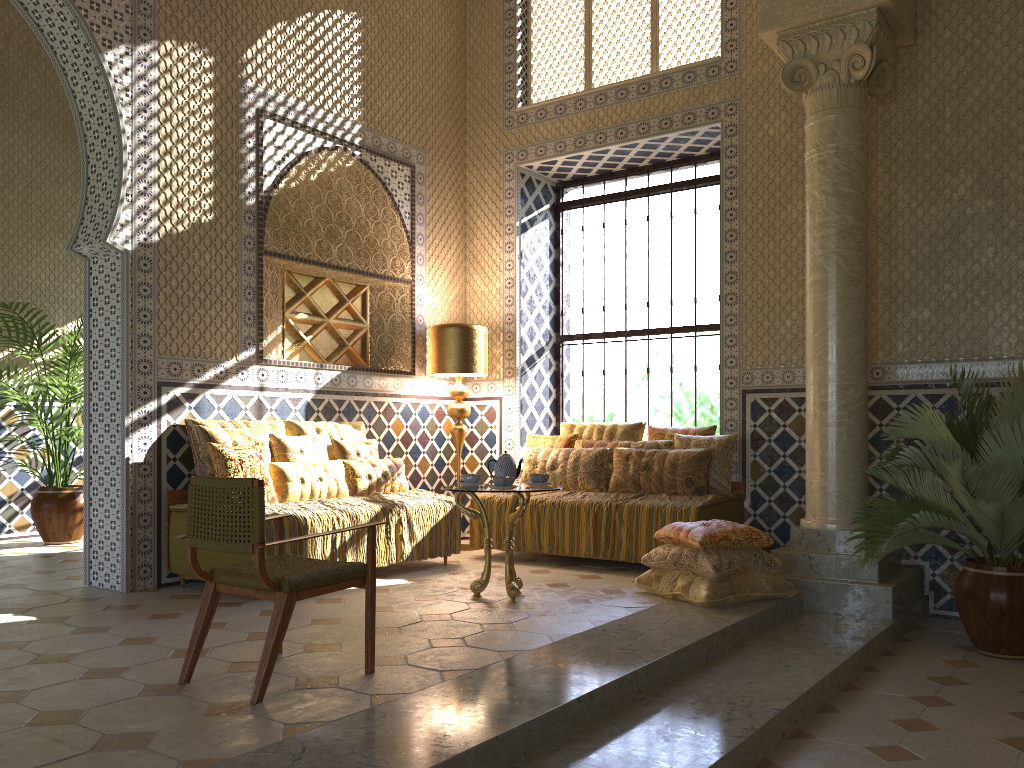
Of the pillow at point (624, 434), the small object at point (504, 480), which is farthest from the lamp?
the small object at point (504, 480)

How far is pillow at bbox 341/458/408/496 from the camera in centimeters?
931cm

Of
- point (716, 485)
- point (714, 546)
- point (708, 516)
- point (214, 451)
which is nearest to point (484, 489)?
point (714, 546)

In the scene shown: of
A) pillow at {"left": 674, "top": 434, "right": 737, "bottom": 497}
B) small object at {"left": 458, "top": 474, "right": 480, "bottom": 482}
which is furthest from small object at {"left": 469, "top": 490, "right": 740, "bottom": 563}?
small object at {"left": 458, "top": 474, "right": 480, "bottom": 482}

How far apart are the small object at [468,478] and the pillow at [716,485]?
2.9m

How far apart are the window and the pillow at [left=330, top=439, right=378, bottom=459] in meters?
3.3

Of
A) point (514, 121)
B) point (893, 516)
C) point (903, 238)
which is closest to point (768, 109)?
point (903, 238)

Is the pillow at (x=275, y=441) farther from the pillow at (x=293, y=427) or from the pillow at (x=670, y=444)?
the pillow at (x=670, y=444)

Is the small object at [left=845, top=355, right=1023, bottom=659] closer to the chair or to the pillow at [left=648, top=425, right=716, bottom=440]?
the pillow at [left=648, top=425, right=716, bottom=440]

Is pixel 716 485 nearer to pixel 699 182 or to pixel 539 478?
pixel 539 478
